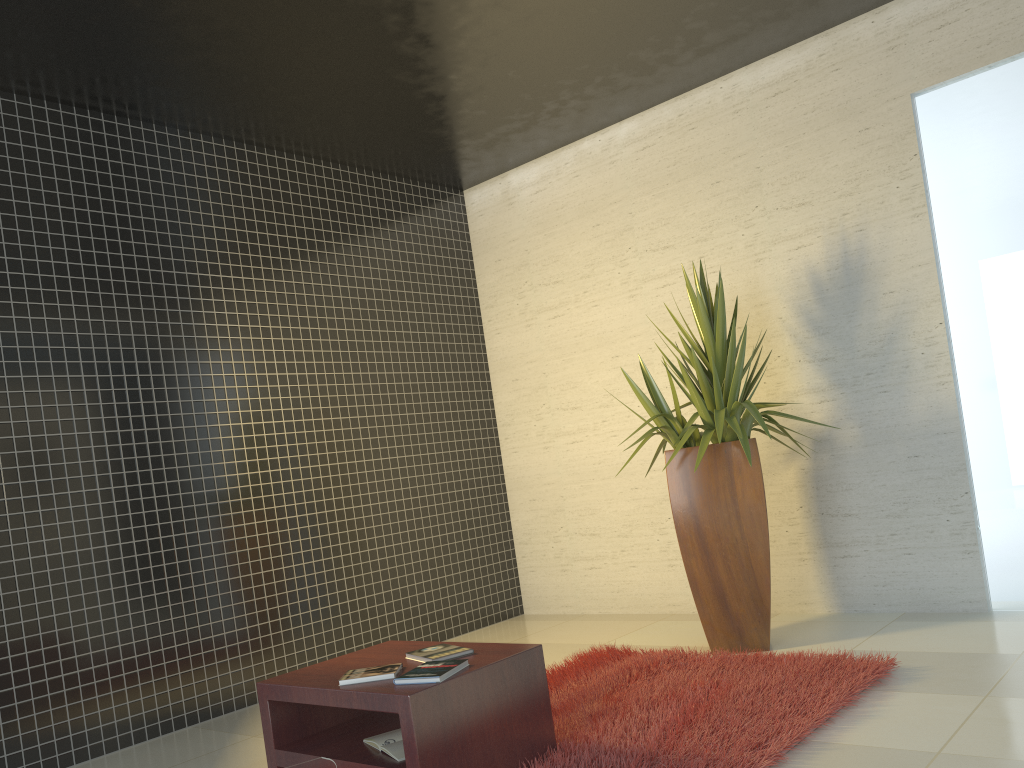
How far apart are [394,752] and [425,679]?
0.3 meters

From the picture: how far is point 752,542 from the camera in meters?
4.4 m

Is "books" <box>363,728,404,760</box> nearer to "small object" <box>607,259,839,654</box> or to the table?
the table

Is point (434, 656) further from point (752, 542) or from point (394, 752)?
point (752, 542)

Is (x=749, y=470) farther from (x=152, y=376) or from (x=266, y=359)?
(x=152, y=376)

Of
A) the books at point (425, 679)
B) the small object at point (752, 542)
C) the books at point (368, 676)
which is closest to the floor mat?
the small object at point (752, 542)

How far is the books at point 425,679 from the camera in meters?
2.8

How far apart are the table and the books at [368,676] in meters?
0.0

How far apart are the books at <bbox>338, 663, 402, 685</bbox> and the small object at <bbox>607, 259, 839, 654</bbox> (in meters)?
1.82

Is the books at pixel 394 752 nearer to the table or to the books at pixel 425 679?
the table
